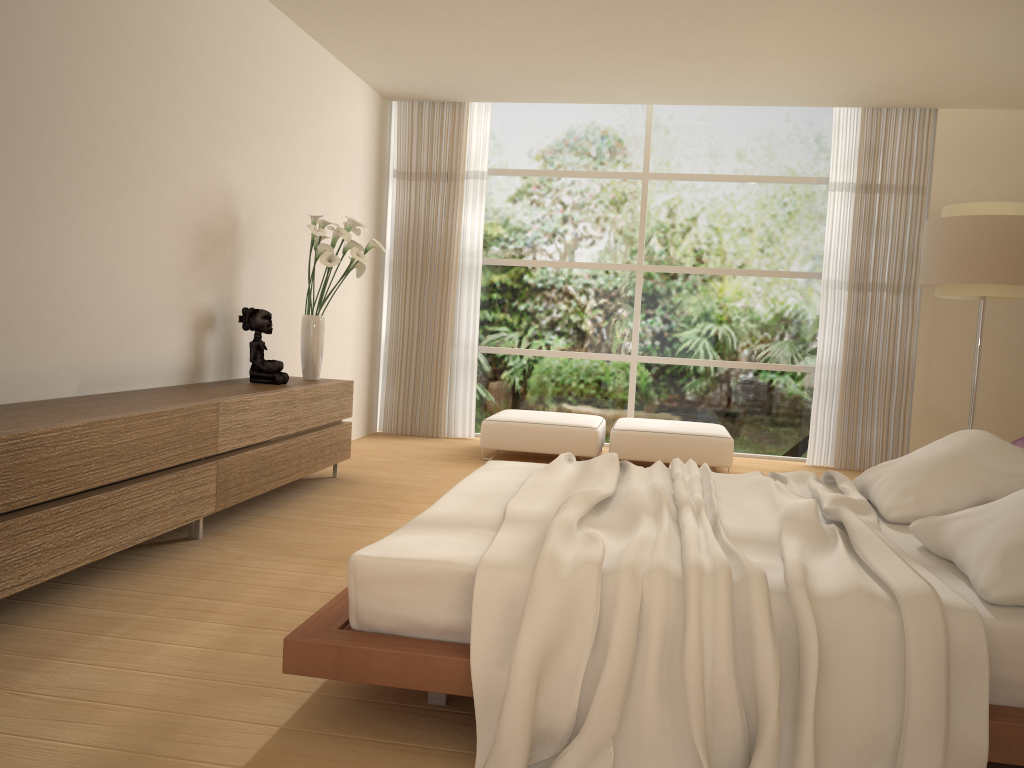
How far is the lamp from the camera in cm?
538

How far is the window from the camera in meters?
8.0

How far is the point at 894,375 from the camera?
7.6m

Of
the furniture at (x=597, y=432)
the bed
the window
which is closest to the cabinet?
the bed

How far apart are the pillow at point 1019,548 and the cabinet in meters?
2.9

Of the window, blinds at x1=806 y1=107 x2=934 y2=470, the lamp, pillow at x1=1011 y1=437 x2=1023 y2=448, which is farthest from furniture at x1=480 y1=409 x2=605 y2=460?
pillow at x1=1011 y1=437 x2=1023 y2=448

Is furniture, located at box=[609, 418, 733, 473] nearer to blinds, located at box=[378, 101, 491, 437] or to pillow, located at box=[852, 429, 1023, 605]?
blinds, located at box=[378, 101, 491, 437]

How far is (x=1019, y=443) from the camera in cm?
348

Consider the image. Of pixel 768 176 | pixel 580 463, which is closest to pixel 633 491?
pixel 580 463

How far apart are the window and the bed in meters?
4.2
